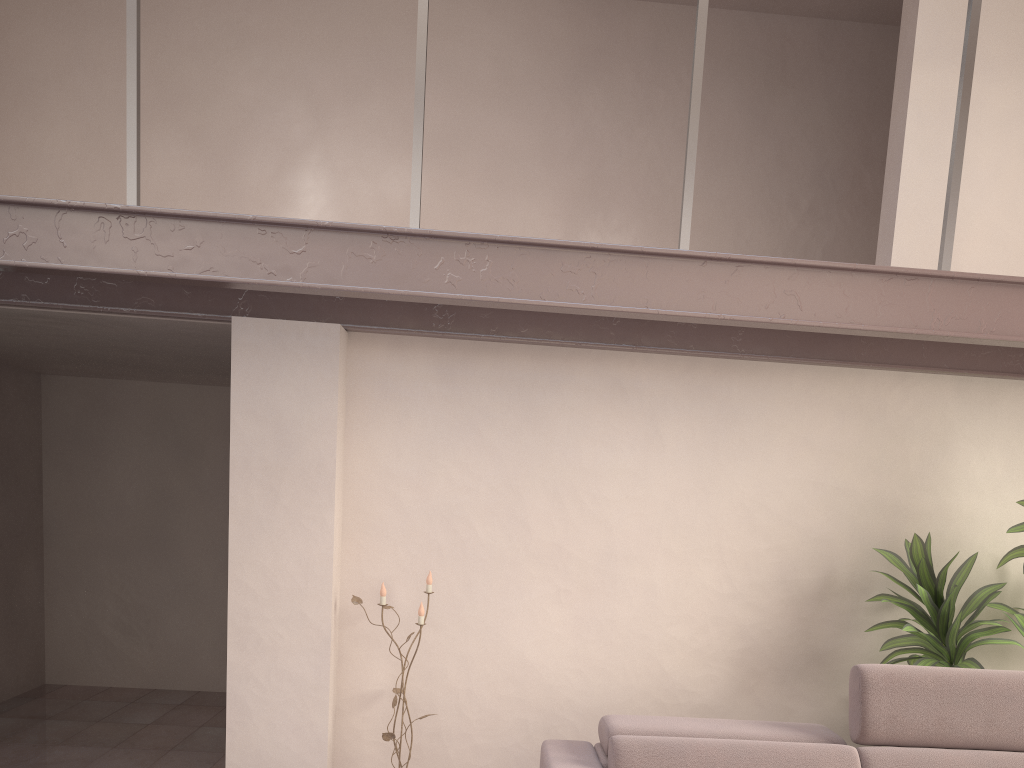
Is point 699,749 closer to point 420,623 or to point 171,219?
point 420,623

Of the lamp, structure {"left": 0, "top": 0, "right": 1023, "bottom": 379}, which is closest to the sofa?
the lamp

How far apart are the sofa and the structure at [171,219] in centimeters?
114cm

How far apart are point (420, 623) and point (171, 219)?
1.6m

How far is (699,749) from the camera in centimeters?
286cm

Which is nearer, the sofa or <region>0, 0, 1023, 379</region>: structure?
<region>0, 0, 1023, 379</region>: structure

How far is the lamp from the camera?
3.5 meters

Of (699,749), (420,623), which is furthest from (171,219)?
(699,749)

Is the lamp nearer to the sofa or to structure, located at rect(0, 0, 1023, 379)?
the sofa

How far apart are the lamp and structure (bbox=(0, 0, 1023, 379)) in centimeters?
100cm
